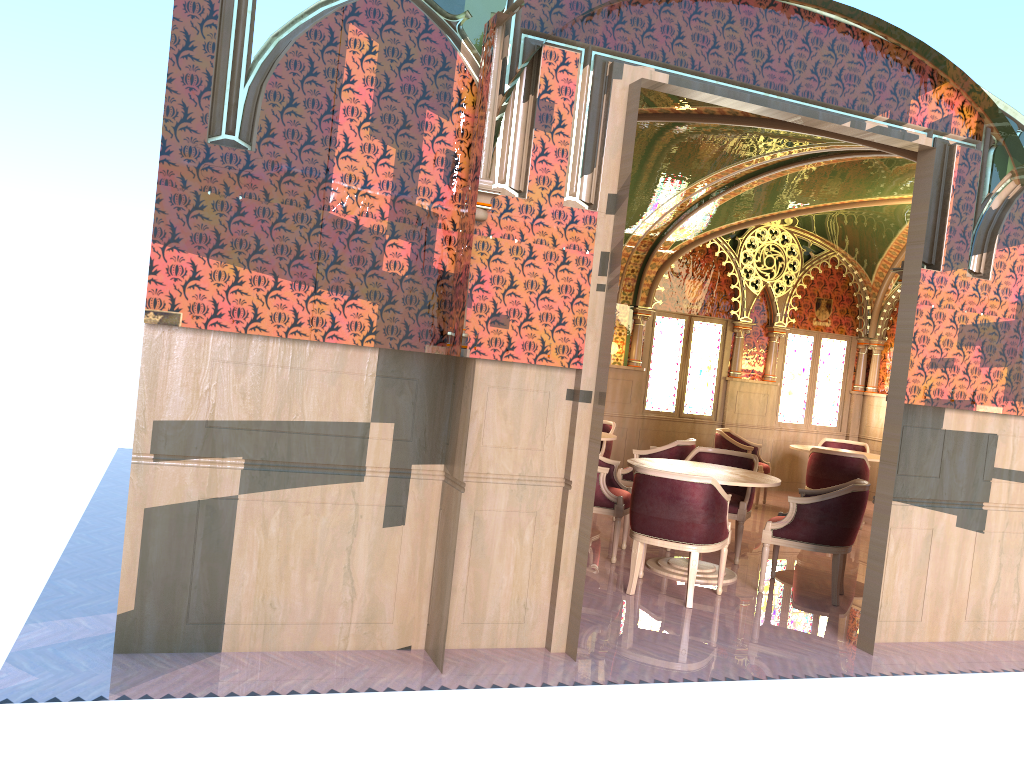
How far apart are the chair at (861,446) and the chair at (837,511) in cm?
489

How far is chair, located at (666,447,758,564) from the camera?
7.1m

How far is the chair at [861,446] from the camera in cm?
1119

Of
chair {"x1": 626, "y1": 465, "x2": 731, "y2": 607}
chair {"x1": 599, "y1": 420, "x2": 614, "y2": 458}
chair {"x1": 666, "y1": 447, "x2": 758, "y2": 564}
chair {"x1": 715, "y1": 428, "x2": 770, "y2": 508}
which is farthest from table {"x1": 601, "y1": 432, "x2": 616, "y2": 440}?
chair {"x1": 626, "y1": 465, "x2": 731, "y2": 607}

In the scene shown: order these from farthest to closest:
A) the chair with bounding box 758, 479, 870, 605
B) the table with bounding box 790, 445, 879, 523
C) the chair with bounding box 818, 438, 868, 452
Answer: the chair with bounding box 818, 438, 868, 452 → the table with bounding box 790, 445, 879, 523 → the chair with bounding box 758, 479, 870, 605

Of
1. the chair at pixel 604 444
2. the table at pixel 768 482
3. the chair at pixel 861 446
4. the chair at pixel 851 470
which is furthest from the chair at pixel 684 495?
the chair at pixel 861 446

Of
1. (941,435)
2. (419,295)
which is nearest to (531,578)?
(419,295)

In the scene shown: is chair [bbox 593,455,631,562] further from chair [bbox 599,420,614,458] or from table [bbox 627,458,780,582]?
chair [bbox 599,420,614,458]

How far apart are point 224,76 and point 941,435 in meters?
4.5

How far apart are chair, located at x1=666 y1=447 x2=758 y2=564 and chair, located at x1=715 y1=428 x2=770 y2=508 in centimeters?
273cm
